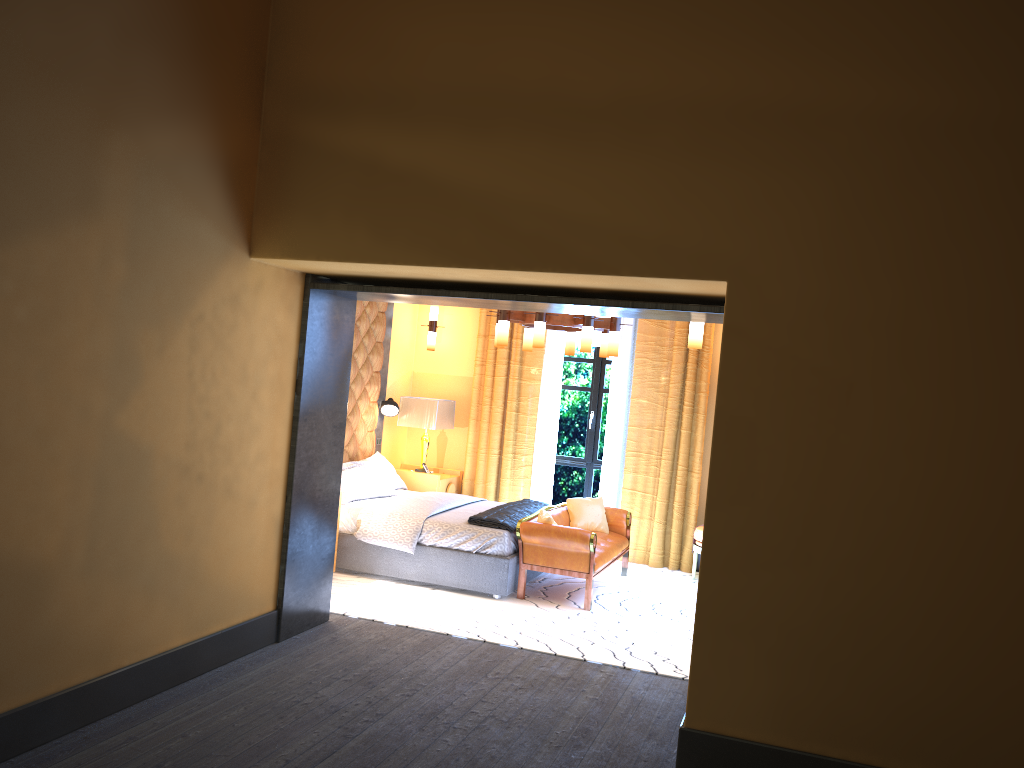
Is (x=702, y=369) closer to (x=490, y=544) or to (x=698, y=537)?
(x=698, y=537)

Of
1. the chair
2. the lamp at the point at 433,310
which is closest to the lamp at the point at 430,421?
the lamp at the point at 433,310

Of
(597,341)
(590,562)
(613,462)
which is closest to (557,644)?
(590,562)

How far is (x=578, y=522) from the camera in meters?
7.8

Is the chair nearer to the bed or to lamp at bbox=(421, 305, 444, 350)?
the bed

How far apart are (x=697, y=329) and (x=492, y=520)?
2.4 meters

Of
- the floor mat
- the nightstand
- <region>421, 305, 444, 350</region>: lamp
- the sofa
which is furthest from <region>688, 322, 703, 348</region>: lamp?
<region>421, 305, 444, 350</region>: lamp

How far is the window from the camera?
9.3m

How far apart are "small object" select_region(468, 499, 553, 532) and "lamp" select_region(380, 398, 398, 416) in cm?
170

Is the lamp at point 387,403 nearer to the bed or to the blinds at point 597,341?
the bed
